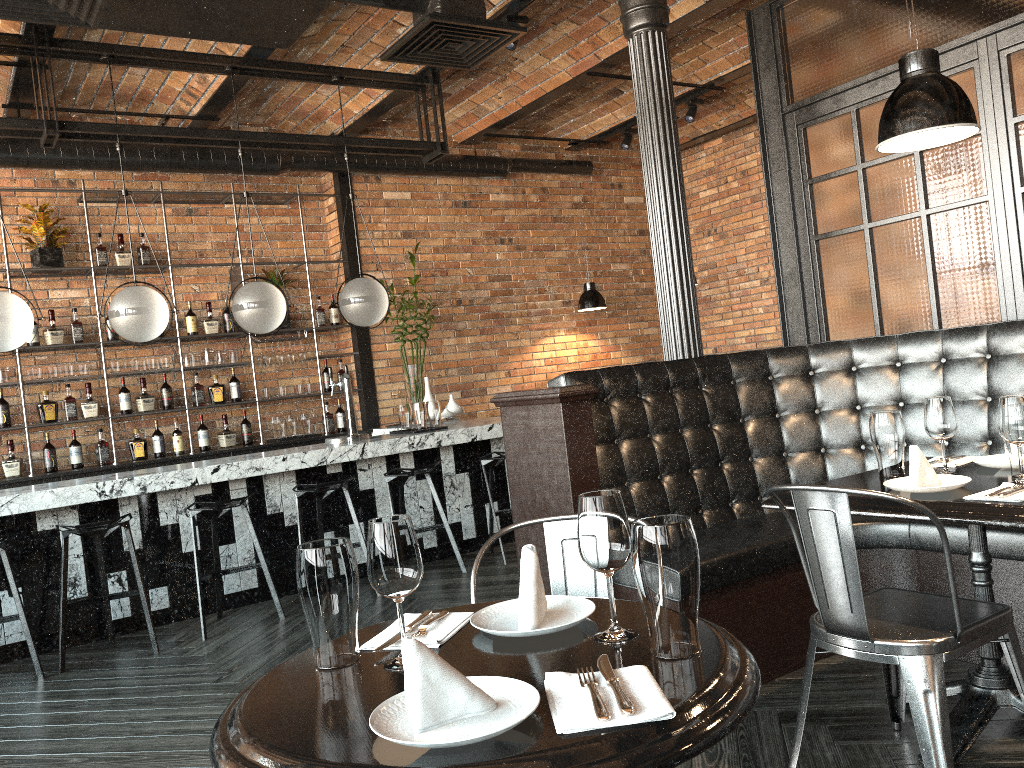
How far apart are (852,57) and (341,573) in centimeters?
408cm

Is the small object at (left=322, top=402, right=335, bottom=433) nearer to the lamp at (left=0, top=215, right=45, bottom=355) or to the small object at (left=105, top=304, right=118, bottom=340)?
the small object at (left=105, top=304, right=118, bottom=340)

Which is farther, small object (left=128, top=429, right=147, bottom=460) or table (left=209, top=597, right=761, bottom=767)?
small object (left=128, top=429, right=147, bottom=460)

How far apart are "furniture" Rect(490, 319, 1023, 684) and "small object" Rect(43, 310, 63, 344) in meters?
4.5

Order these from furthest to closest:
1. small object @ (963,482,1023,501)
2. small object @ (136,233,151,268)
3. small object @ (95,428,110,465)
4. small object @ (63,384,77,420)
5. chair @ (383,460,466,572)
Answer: small object @ (136,233,151,268) → small object @ (95,428,110,465) → small object @ (63,384,77,420) → chair @ (383,460,466,572) → small object @ (963,482,1023,501)

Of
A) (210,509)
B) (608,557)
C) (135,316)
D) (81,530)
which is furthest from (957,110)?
(135,316)

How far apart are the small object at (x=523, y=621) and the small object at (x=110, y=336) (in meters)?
6.05

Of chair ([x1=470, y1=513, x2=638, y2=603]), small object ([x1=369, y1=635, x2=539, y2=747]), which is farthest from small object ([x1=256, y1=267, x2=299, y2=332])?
small object ([x1=369, y1=635, x2=539, y2=747])

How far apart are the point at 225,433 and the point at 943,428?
5.86m

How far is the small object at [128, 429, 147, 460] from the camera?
6.91m
